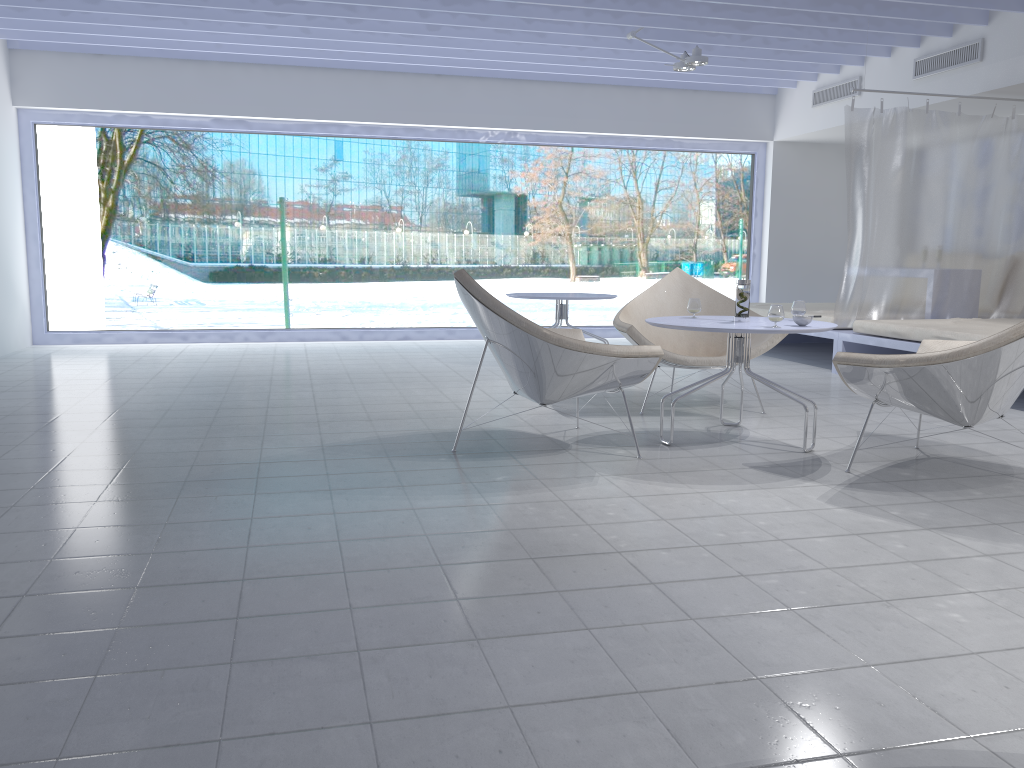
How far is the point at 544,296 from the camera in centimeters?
624cm

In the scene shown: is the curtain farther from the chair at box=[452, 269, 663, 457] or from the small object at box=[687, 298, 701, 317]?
the chair at box=[452, 269, 663, 457]

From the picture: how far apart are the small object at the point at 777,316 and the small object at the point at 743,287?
0.3m

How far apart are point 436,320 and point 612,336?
2.26m

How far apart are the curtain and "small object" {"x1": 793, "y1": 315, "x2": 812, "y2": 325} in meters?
2.9 m

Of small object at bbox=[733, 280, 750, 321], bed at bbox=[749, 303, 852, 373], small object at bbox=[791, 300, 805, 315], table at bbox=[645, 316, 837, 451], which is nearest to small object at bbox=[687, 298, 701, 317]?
table at bbox=[645, 316, 837, 451]

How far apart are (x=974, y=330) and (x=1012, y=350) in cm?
254

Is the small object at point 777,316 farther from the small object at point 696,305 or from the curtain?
the curtain

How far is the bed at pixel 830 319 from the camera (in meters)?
6.46

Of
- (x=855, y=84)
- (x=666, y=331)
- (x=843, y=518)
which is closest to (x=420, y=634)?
(x=843, y=518)
